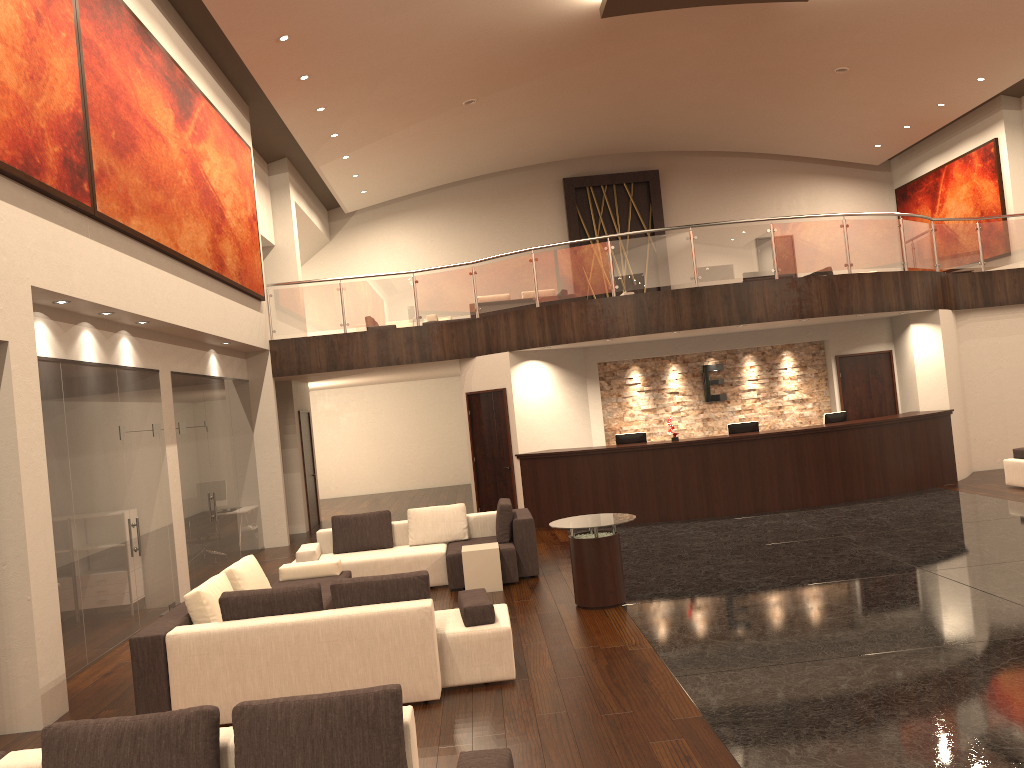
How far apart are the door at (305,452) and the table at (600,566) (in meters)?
9.27

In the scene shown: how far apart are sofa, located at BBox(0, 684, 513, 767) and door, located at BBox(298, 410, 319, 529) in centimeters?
1293cm

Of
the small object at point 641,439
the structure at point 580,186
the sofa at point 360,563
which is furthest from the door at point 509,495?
the structure at point 580,186

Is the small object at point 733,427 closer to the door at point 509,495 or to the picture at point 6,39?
the door at point 509,495

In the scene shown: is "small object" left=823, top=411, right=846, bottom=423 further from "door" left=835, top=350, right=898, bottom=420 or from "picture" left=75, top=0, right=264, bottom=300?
"picture" left=75, top=0, right=264, bottom=300

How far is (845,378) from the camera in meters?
15.2 m

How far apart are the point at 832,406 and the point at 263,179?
11.5 meters

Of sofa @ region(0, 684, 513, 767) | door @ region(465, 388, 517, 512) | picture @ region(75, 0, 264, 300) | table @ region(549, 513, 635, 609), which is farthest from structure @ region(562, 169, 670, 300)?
sofa @ region(0, 684, 513, 767)

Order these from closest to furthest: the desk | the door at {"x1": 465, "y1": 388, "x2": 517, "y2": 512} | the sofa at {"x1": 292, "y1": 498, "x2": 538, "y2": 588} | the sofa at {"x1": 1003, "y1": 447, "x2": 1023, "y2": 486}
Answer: the sofa at {"x1": 292, "y1": 498, "x2": 538, "y2": 588} < the sofa at {"x1": 1003, "y1": 447, "x2": 1023, "y2": 486} < the desk < the door at {"x1": 465, "y1": 388, "x2": 517, "y2": 512}

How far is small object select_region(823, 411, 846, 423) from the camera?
13.9 meters
